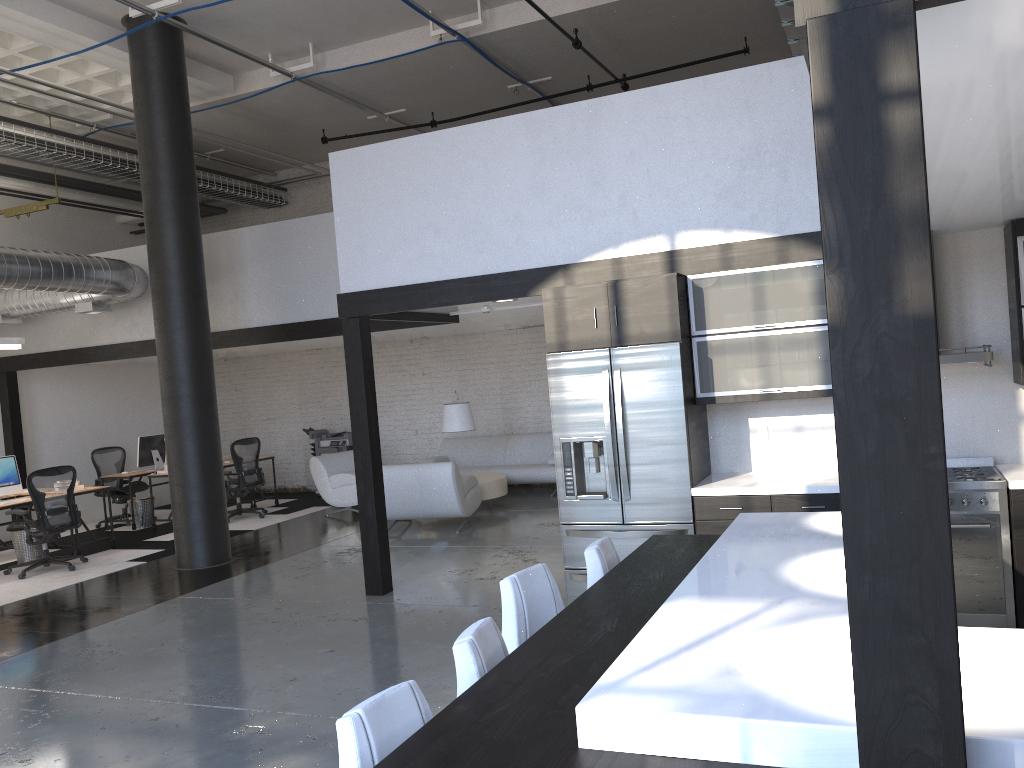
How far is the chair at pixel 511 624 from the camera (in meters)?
3.13

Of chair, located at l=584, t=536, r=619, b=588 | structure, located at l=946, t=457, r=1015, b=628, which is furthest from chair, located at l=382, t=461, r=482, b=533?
chair, located at l=584, t=536, r=619, b=588

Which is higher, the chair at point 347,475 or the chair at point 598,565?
the chair at point 598,565

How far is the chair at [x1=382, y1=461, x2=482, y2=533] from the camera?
9.3 meters

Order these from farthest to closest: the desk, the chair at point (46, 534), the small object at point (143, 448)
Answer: the small object at point (143, 448) < the desk < the chair at point (46, 534)

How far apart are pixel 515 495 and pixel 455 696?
7.4m

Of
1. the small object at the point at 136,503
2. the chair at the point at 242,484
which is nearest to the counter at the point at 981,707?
the chair at the point at 242,484

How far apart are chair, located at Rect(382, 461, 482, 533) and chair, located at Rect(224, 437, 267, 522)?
2.92m

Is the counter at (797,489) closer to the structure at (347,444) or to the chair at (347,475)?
the chair at (347,475)

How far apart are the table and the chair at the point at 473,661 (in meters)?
7.91
